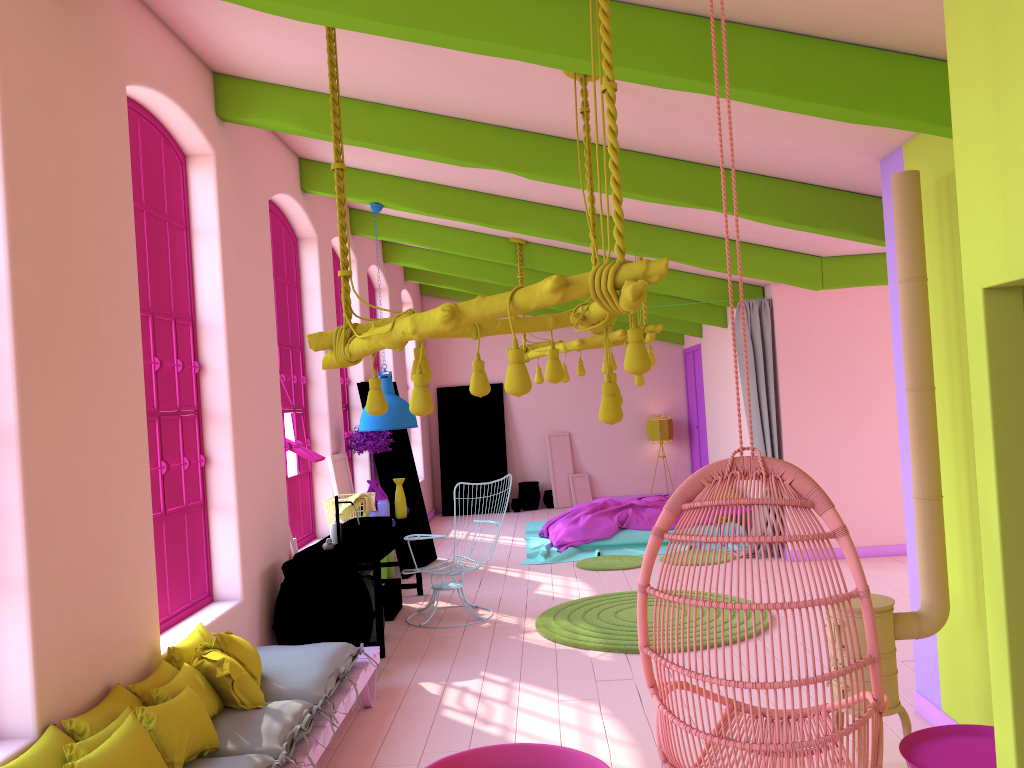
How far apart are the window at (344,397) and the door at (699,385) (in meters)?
6.22

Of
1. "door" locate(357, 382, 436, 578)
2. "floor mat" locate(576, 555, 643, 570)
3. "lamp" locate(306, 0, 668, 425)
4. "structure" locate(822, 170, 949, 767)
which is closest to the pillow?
"lamp" locate(306, 0, 668, 425)

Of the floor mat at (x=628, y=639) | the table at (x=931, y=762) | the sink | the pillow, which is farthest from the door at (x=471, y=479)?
the table at (x=931, y=762)

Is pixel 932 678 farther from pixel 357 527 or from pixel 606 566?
pixel 606 566

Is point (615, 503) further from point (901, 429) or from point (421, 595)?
point (901, 429)

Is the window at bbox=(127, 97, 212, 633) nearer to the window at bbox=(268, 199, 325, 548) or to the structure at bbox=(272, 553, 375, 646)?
the structure at bbox=(272, 553, 375, 646)

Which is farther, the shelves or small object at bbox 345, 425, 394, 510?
small object at bbox 345, 425, 394, 510

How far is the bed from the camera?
10.64m

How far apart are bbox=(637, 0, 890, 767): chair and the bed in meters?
6.5 m

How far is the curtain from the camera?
9.4 meters
